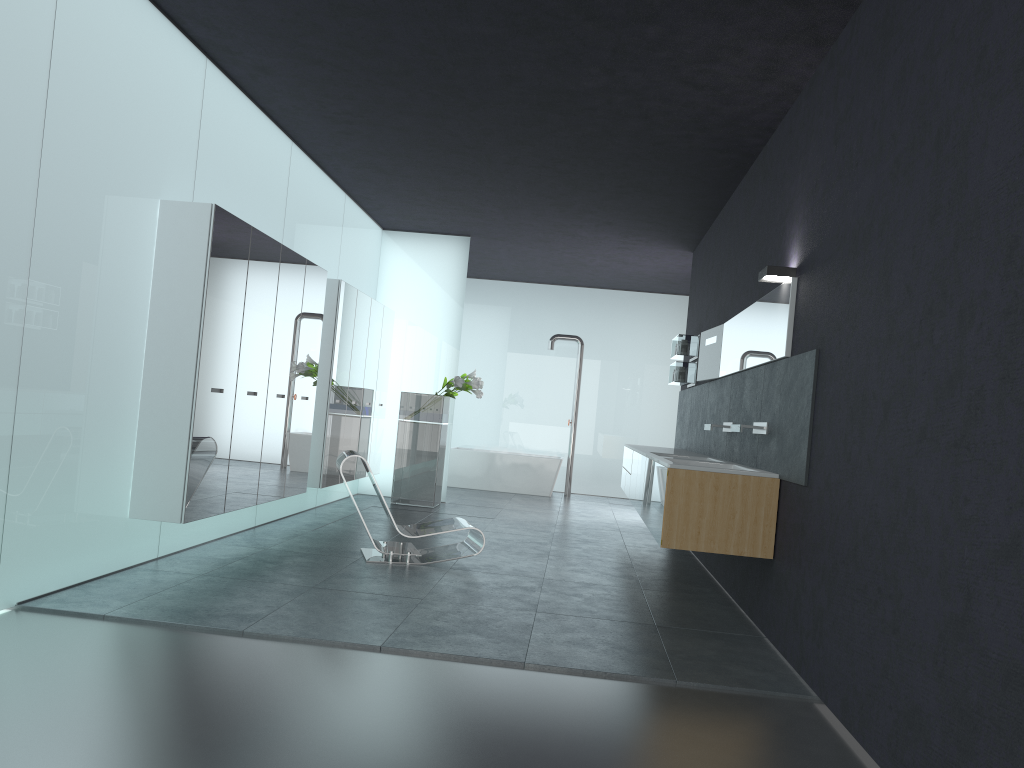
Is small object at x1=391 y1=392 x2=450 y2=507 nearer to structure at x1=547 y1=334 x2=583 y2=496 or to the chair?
the chair

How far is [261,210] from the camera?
8.1 meters

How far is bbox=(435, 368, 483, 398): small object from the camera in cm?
1145

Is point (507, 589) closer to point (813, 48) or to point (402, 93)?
point (402, 93)

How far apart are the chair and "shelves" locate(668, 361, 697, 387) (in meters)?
3.86

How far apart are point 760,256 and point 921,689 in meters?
4.6

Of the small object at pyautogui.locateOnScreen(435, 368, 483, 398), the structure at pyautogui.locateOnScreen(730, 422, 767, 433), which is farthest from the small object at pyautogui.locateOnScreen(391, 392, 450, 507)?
the structure at pyautogui.locateOnScreen(730, 422, 767, 433)

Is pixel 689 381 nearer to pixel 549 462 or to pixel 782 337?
pixel 782 337

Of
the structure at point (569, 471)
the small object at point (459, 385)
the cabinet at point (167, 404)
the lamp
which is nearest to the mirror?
the lamp

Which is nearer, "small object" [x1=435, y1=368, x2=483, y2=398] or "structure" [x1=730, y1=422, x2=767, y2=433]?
"structure" [x1=730, y1=422, x2=767, y2=433]
